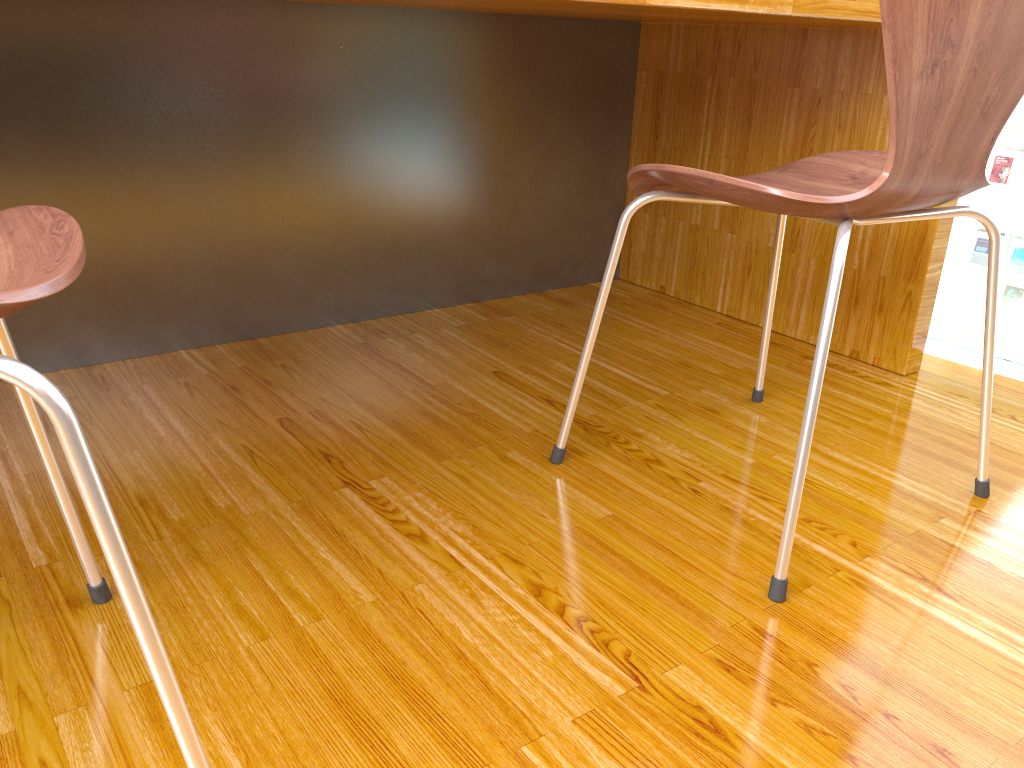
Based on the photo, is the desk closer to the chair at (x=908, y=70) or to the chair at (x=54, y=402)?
the chair at (x=908, y=70)

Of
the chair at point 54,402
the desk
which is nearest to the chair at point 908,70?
the desk

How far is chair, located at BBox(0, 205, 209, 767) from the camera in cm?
46

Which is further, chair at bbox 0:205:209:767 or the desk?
the desk

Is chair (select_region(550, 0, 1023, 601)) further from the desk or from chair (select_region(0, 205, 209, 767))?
chair (select_region(0, 205, 209, 767))

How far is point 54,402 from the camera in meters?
0.5

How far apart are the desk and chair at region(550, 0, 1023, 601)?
0.2m

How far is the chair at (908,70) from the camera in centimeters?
79cm

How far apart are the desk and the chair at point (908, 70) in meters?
0.2

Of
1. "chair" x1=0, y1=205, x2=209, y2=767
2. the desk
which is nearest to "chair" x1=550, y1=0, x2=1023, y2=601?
the desk
